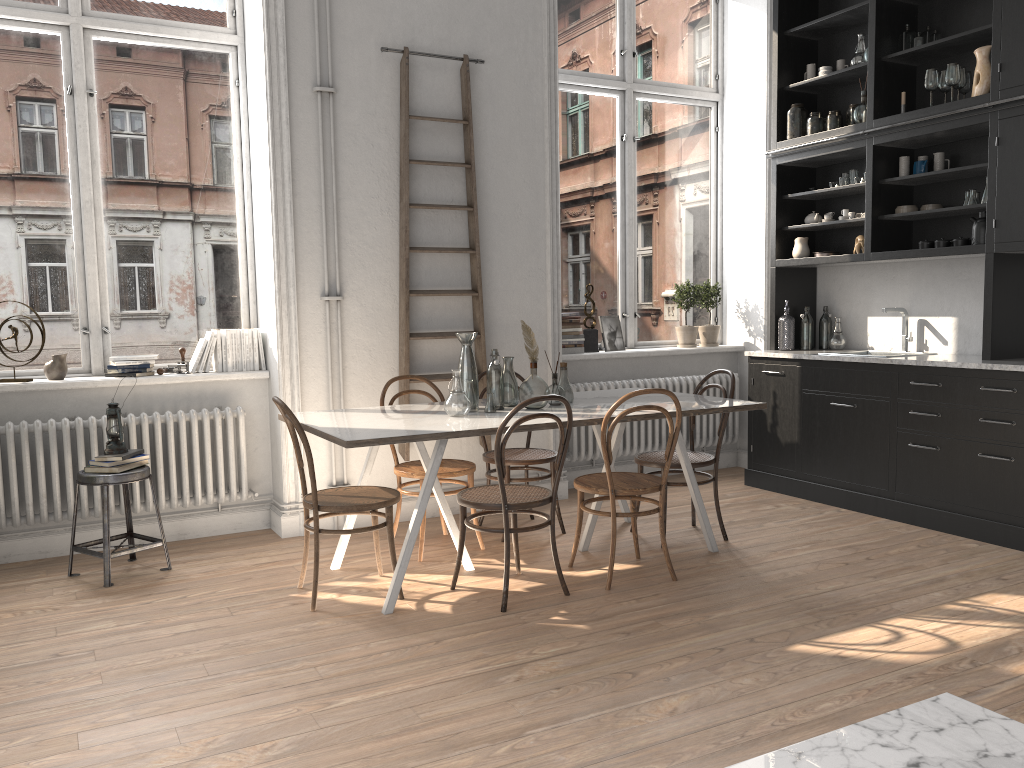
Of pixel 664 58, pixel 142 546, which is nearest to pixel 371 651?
pixel 142 546

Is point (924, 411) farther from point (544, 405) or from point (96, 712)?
point (96, 712)

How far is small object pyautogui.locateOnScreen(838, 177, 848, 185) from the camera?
5.8m

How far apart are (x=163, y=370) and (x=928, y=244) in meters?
4.5

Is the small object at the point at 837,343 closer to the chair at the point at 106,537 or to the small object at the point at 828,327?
the small object at the point at 828,327

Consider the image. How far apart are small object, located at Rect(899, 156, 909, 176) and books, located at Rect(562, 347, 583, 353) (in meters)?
2.33

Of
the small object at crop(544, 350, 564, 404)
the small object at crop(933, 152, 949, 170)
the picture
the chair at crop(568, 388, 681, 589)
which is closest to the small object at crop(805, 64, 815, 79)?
the small object at crop(933, 152, 949, 170)

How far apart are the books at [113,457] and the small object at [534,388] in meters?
2.0 m

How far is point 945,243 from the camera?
5.1m

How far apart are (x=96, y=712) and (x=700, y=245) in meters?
5.4 m
